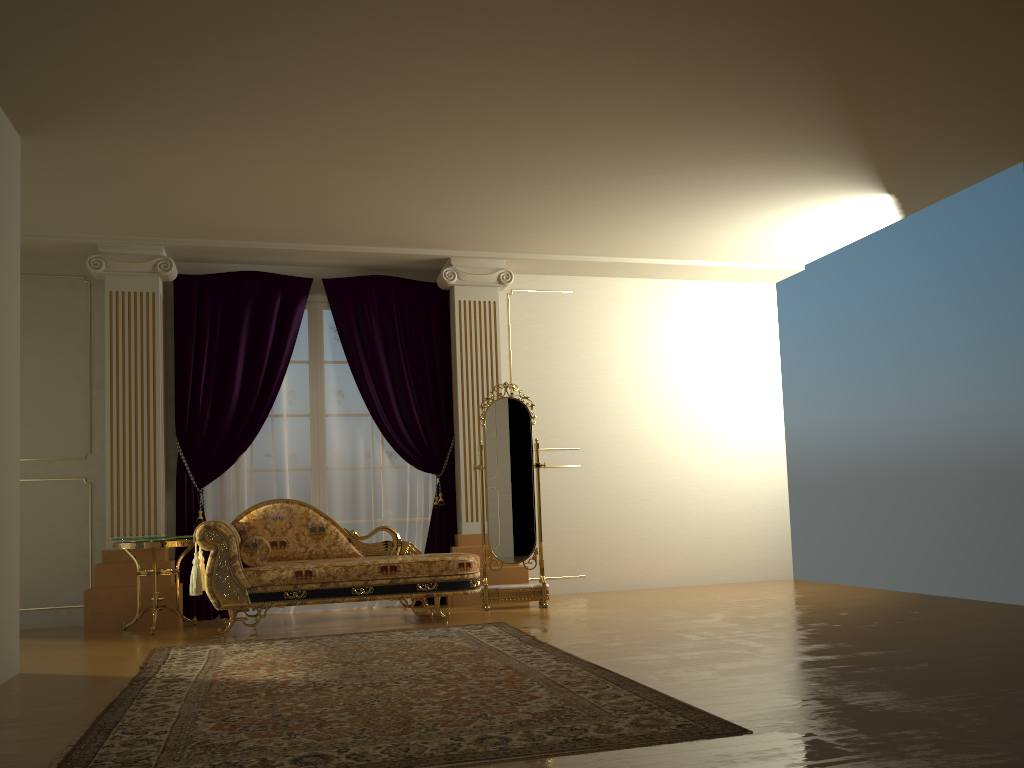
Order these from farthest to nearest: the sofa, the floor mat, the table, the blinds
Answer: the blinds
the table
the sofa
the floor mat

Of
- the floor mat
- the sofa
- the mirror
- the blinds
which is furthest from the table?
the mirror

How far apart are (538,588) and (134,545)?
2.77m

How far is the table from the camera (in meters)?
5.74

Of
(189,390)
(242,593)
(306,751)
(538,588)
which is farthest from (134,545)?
(306,751)

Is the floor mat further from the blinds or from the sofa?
the blinds

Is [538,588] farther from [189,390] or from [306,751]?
[306,751]

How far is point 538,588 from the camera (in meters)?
6.45

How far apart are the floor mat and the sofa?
0.37m

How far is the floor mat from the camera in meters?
2.7 m
